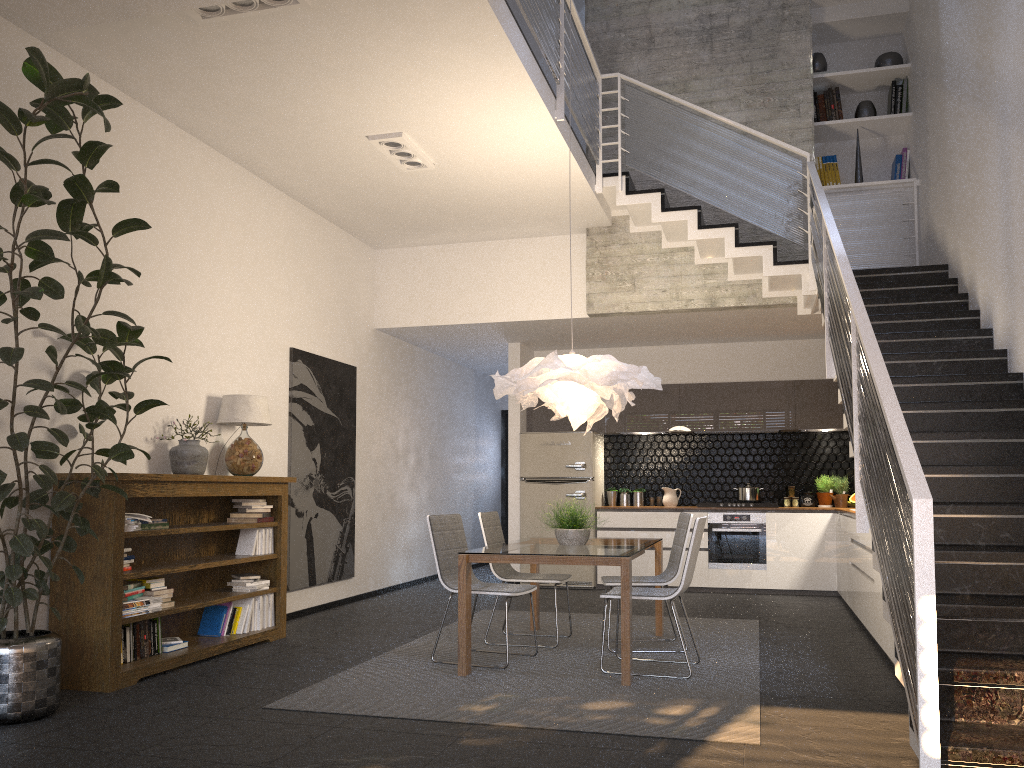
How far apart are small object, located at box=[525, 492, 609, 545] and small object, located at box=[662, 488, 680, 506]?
4.0m

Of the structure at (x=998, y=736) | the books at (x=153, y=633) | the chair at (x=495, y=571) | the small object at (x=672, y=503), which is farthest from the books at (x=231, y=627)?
the small object at (x=672, y=503)

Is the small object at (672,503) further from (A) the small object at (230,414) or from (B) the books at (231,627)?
(B) the books at (231,627)

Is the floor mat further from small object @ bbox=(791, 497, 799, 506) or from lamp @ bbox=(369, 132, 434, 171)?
lamp @ bbox=(369, 132, 434, 171)

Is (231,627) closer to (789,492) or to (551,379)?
(551,379)

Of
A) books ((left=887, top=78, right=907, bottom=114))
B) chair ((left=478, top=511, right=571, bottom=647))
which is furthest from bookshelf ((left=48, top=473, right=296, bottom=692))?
books ((left=887, top=78, right=907, bottom=114))

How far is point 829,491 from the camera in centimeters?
937cm

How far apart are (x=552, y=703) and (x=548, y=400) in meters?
2.0

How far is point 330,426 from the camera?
8.0m

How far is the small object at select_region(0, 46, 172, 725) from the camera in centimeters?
375cm
